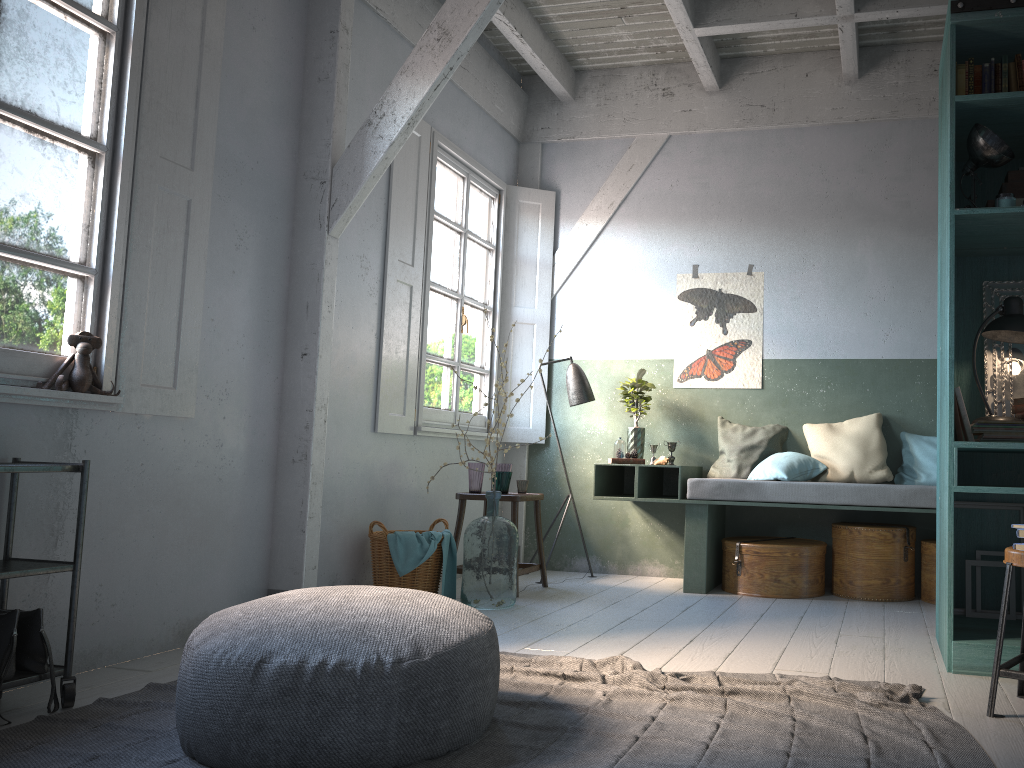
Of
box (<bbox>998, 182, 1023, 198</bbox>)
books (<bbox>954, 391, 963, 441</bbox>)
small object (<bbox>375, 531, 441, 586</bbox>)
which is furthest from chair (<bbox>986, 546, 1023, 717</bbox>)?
small object (<bbox>375, 531, 441, 586</bbox>)

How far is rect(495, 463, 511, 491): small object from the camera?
6.5m

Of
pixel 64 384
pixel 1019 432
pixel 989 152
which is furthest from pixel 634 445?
pixel 64 384

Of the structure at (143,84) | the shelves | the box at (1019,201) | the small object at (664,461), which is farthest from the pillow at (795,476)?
the shelves

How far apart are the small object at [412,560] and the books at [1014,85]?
4.0 meters

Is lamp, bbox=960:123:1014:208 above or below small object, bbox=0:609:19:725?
above

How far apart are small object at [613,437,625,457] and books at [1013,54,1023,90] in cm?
354

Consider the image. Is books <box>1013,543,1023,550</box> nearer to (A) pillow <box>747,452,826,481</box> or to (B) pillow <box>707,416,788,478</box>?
(A) pillow <box>747,452,826,481</box>

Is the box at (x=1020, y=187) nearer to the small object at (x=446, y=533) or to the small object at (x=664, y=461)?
the small object at (x=664, y=461)

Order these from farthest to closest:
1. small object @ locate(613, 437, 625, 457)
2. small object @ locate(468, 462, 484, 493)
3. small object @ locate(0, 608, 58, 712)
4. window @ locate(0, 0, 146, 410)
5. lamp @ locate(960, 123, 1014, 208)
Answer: small object @ locate(613, 437, 625, 457) → small object @ locate(468, 462, 484, 493) → lamp @ locate(960, 123, 1014, 208) → window @ locate(0, 0, 146, 410) → small object @ locate(0, 608, 58, 712)
